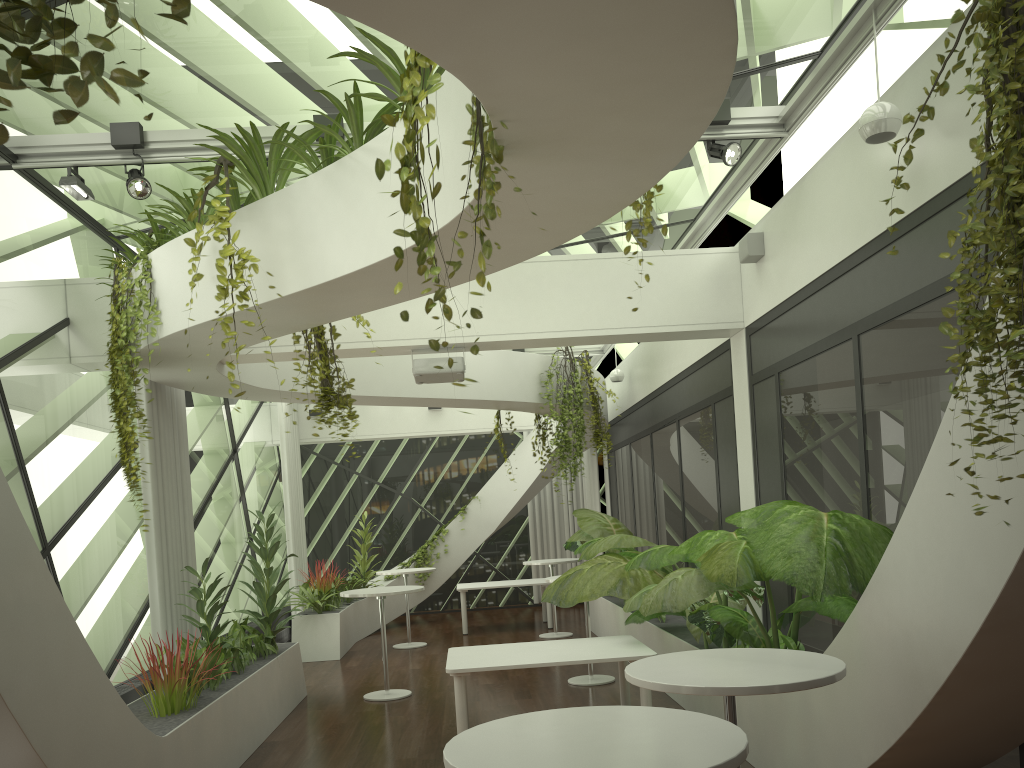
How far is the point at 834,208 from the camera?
5.9m

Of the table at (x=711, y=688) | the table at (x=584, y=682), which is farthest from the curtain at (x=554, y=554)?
the table at (x=711, y=688)

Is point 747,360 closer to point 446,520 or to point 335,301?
point 335,301

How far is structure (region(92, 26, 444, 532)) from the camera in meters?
4.8 m

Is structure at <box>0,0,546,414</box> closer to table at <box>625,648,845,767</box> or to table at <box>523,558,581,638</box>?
table at <box>625,648,845,767</box>

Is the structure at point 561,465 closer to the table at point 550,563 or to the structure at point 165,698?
the table at point 550,563

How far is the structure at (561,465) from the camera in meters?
10.7

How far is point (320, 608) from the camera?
11.6 meters

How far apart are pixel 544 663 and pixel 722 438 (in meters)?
3.41

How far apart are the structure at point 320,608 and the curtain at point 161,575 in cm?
293
